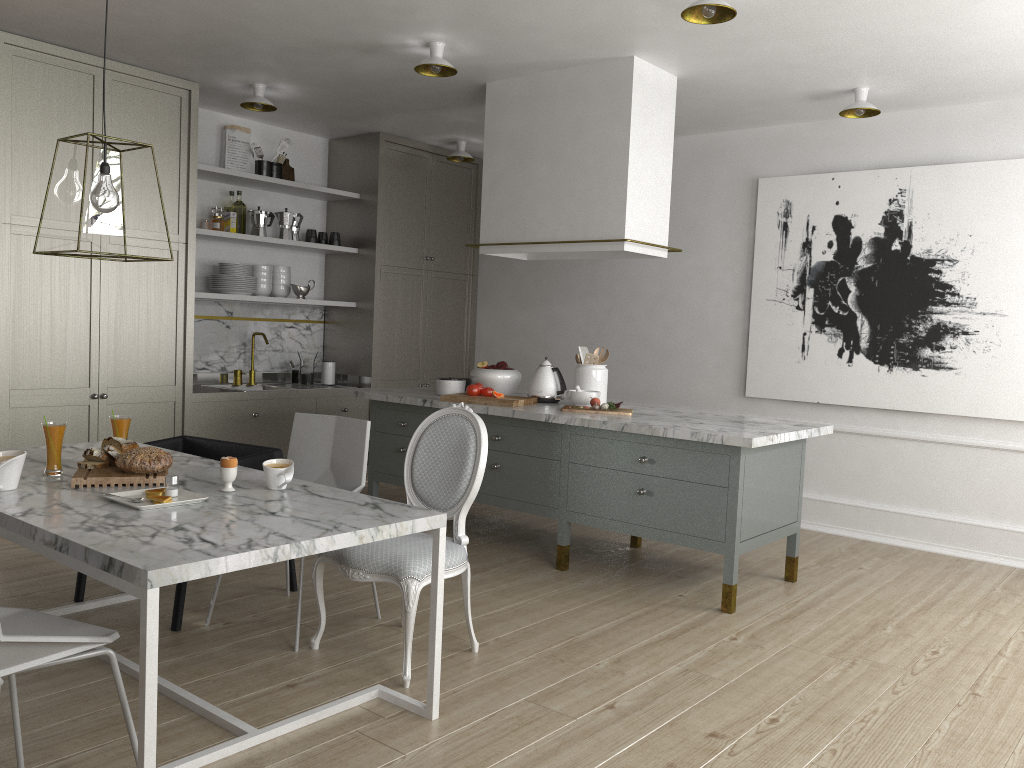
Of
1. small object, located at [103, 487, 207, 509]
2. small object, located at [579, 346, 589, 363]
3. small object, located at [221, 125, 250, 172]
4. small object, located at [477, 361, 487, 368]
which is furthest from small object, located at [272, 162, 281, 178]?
small object, located at [103, 487, 207, 509]

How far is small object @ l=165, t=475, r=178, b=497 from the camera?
2.47m

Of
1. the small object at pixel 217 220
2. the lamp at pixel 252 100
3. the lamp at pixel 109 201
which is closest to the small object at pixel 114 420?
the lamp at pixel 109 201

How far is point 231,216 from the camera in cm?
550

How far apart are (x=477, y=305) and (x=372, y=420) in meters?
2.2

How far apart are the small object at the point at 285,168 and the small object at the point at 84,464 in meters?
3.5

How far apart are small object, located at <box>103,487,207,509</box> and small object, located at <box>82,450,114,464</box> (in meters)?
0.33

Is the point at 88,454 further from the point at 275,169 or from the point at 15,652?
the point at 275,169

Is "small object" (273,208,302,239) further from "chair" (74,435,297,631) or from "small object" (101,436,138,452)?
"small object" (101,436,138,452)

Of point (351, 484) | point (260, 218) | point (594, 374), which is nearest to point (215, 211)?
point (260, 218)
